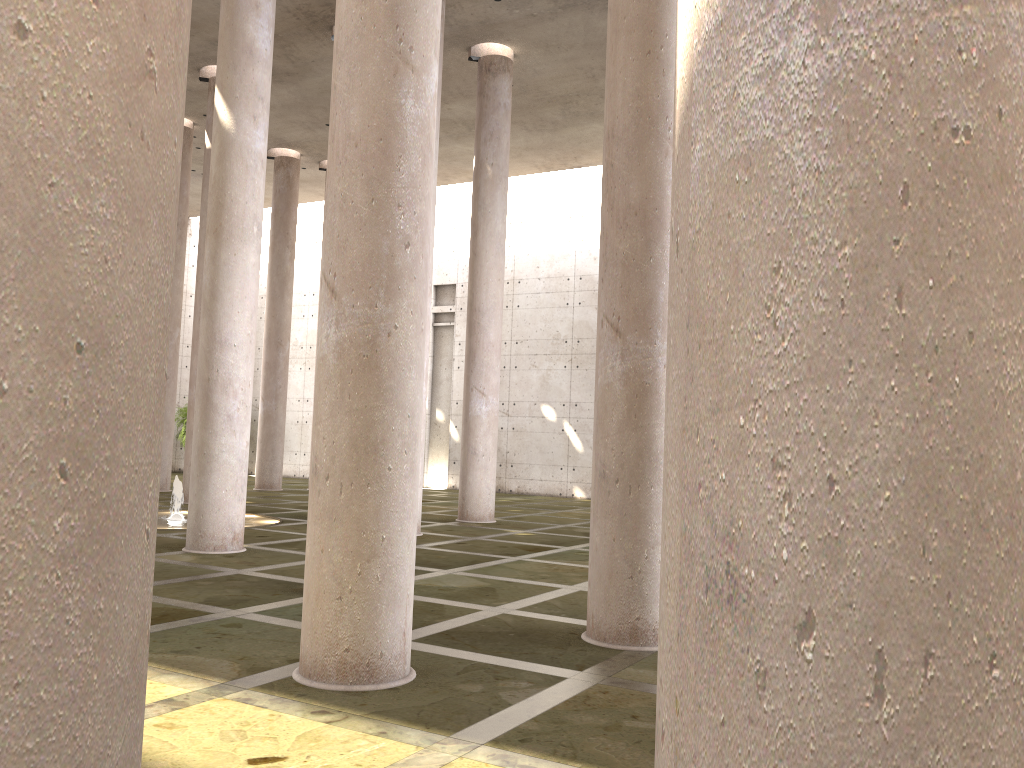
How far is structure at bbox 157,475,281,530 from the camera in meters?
16.0 m

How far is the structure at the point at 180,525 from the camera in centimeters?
1603cm

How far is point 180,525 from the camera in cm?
1604

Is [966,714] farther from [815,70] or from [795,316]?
[815,70]
